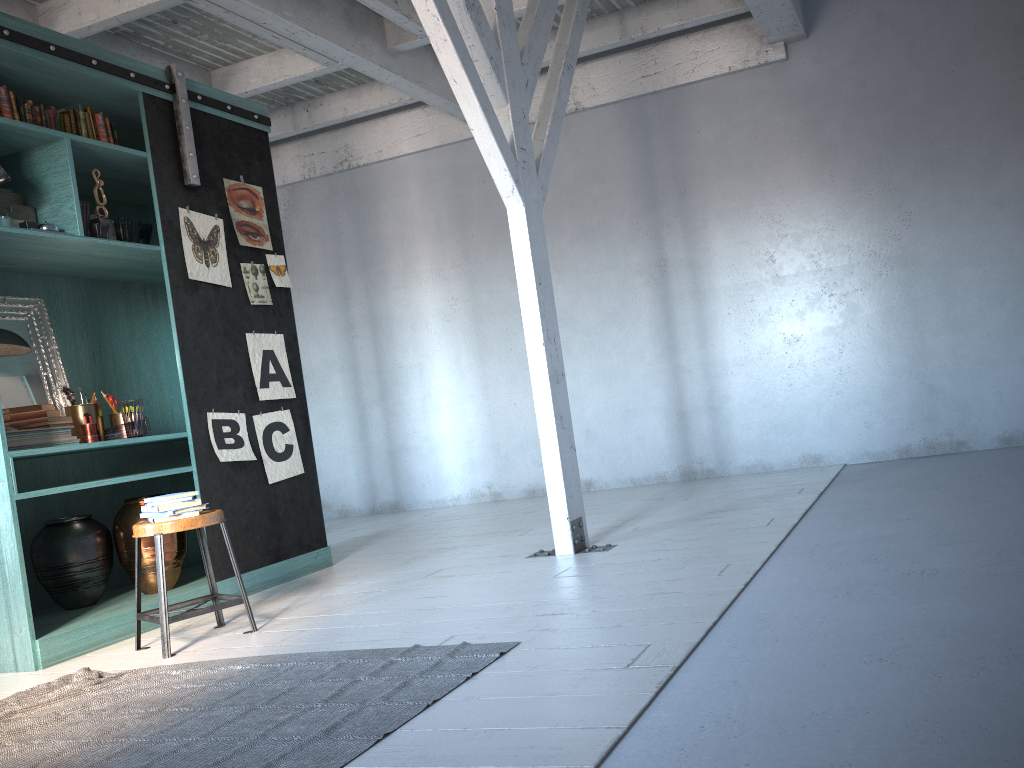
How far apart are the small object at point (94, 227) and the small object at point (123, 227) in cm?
18

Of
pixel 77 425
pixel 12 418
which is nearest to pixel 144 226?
pixel 77 425

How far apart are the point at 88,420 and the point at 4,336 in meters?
0.7

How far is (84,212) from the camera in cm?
531

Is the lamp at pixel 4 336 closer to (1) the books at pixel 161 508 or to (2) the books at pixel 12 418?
(2) the books at pixel 12 418

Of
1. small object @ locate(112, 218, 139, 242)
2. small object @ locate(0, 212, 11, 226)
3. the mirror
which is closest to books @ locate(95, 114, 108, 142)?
small object @ locate(112, 218, 139, 242)

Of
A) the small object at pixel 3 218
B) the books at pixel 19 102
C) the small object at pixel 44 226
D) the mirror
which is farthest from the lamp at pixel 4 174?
the mirror

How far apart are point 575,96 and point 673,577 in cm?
588

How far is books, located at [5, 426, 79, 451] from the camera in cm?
504

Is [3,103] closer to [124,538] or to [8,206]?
[8,206]
